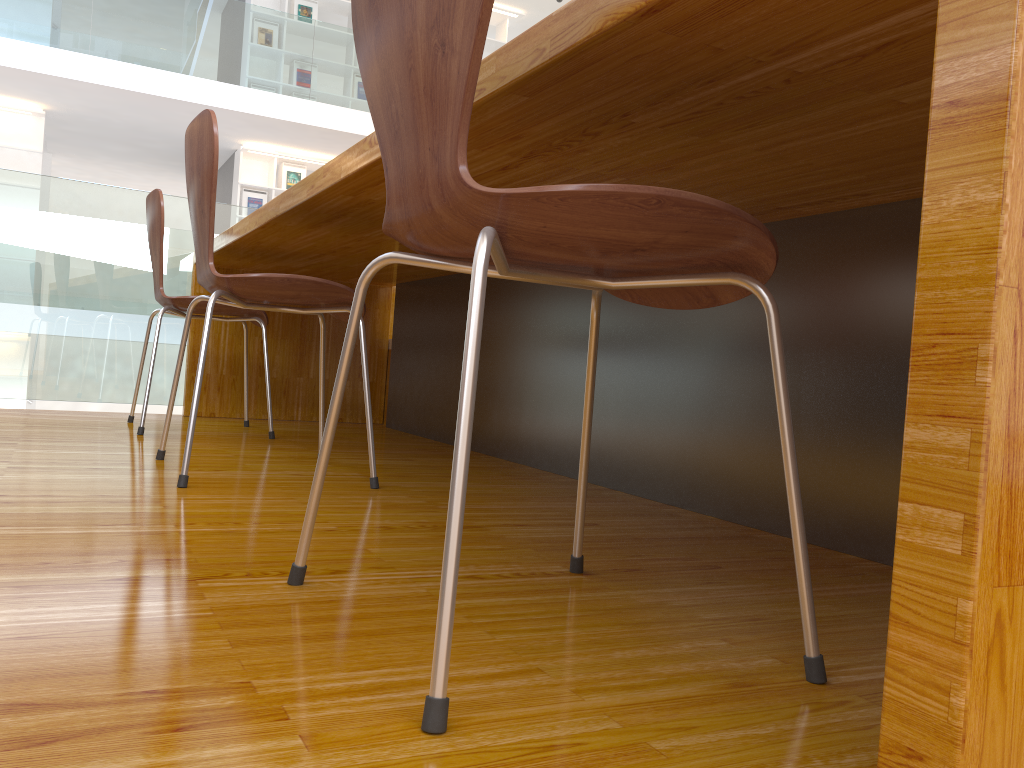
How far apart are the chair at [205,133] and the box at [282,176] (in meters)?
7.65

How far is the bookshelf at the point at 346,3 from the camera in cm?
929

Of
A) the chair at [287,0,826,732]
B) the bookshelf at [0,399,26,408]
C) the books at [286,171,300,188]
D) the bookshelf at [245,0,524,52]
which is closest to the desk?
the chair at [287,0,826,732]

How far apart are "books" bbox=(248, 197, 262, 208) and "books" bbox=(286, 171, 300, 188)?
0.4 meters

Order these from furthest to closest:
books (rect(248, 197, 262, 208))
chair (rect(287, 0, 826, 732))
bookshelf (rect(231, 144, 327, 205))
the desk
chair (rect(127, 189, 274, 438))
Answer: books (rect(248, 197, 262, 208)) → bookshelf (rect(231, 144, 327, 205)) → chair (rect(127, 189, 274, 438)) → chair (rect(287, 0, 826, 732)) → the desk

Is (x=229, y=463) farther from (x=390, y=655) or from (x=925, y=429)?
(x=925, y=429)

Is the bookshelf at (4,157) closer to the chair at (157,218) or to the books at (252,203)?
the books at (252,203)

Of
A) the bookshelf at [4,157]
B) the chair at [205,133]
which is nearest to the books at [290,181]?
the bookshelf at [4,157]

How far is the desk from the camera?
0.45m

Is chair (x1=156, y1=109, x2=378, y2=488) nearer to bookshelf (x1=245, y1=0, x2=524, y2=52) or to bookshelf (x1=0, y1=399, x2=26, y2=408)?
bookshelf (x1=0, y1=399, x2=26, y2=408)
